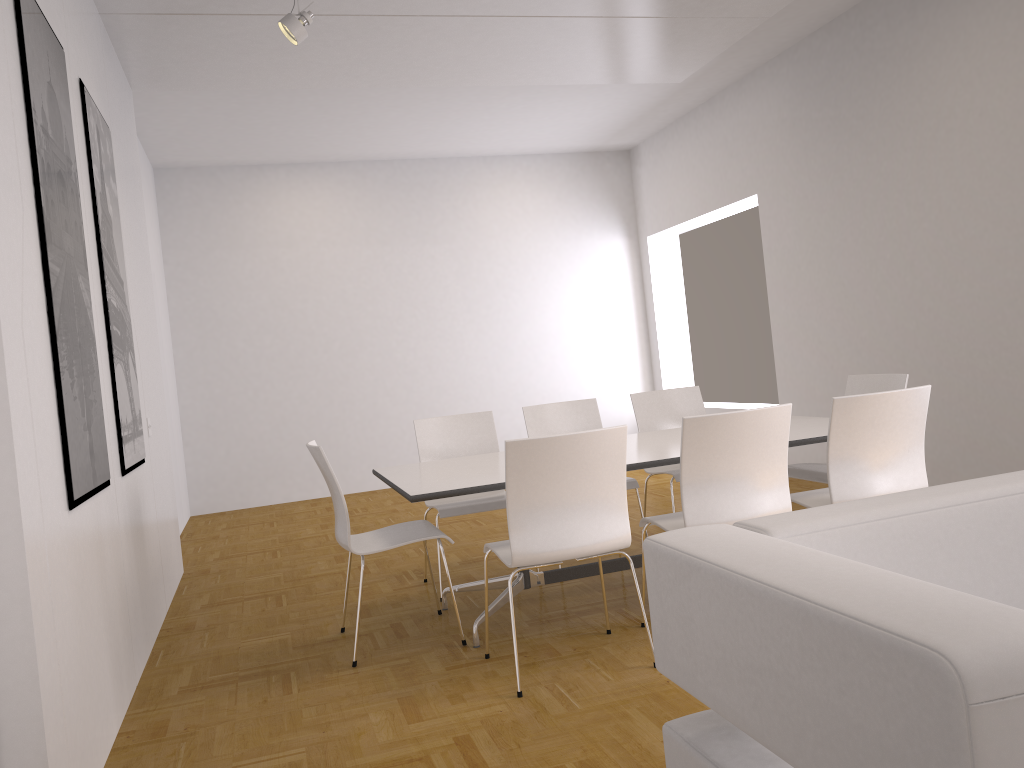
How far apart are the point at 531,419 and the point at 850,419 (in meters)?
2.14

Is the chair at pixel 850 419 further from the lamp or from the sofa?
the lamp

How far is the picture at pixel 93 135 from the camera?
4.04m

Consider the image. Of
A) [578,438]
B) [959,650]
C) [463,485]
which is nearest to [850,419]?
[578,438]

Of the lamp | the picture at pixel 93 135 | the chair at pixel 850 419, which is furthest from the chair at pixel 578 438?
the lamp

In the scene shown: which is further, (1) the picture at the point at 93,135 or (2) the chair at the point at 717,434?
(1) the picture at the point at 93,135

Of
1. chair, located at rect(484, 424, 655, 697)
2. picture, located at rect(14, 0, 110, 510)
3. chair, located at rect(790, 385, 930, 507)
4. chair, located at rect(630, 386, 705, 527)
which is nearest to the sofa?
chair, located at rect(484, 424, 655, 697)

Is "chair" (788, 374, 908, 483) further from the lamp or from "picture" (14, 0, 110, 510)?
the lamp

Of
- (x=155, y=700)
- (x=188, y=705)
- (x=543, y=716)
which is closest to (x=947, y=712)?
(x=543, y=716)

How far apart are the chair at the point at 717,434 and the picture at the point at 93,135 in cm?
233
